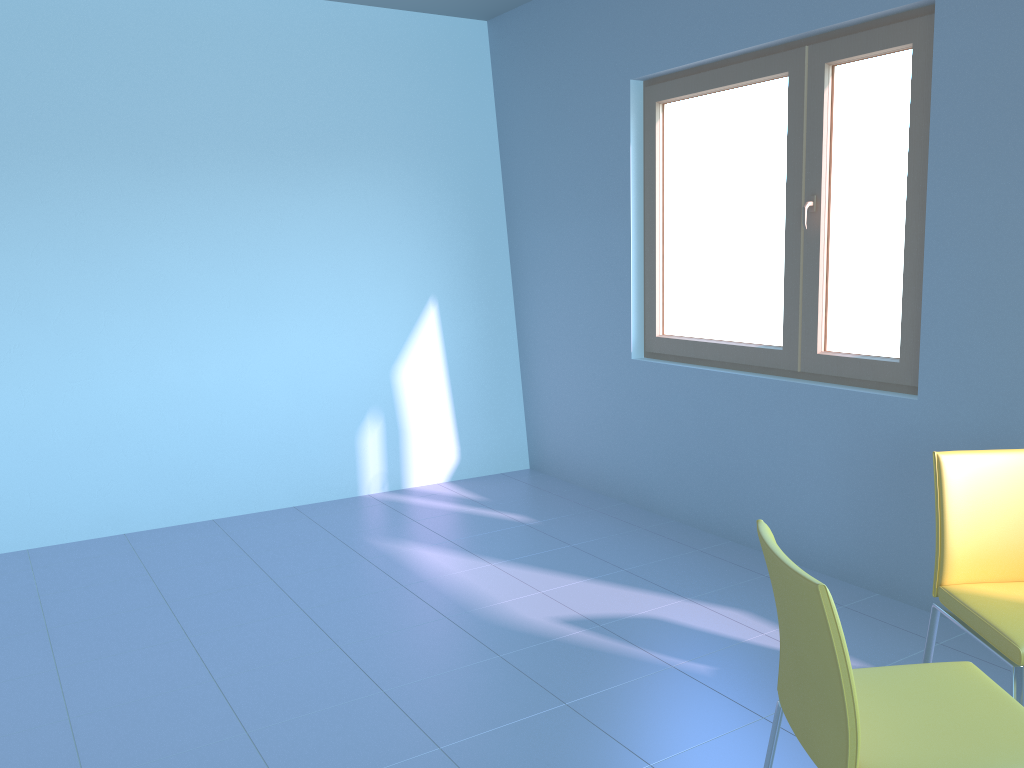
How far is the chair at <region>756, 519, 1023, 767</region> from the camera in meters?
1.5

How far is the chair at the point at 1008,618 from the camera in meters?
2.0

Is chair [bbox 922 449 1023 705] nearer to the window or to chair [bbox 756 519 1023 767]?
chair [bbox 756 519 1023 767]

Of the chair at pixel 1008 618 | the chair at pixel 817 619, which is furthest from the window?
the chair at pixel 817 619

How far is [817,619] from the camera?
1.5m

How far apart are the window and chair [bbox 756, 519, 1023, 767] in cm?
139

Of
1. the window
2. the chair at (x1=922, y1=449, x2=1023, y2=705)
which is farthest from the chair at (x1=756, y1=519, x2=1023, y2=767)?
the window

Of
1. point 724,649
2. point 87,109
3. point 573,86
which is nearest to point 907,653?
point 724,649

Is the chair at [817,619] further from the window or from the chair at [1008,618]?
the window

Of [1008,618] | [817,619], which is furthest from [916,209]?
[817,619]
